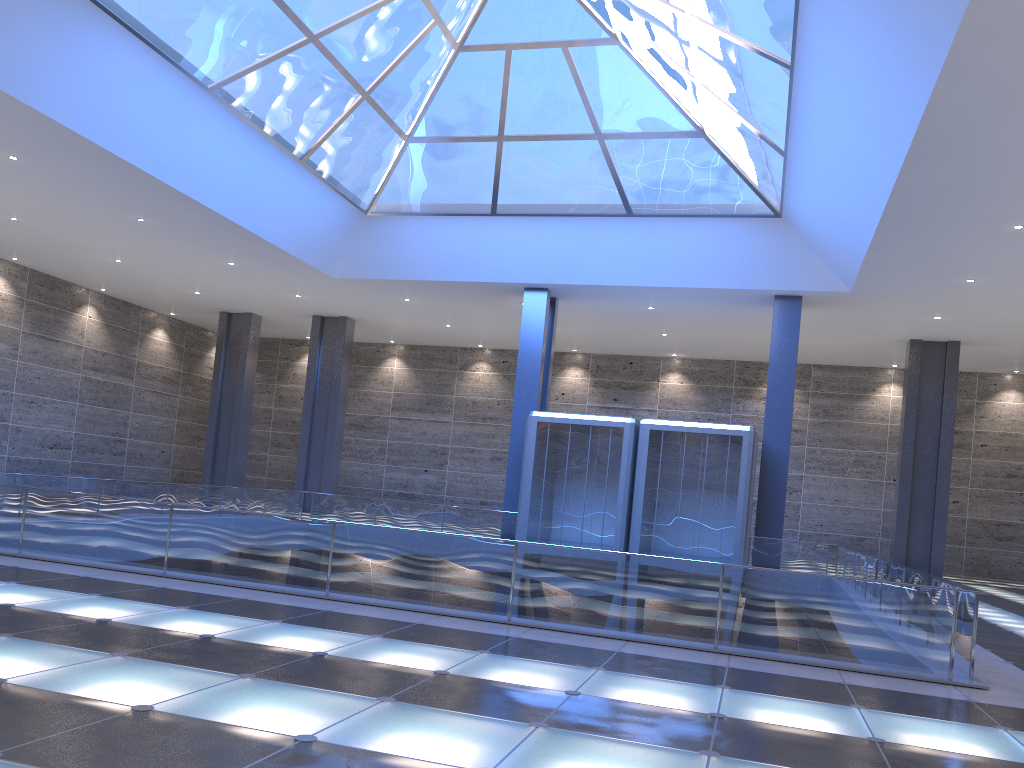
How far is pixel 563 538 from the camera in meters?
28.9
